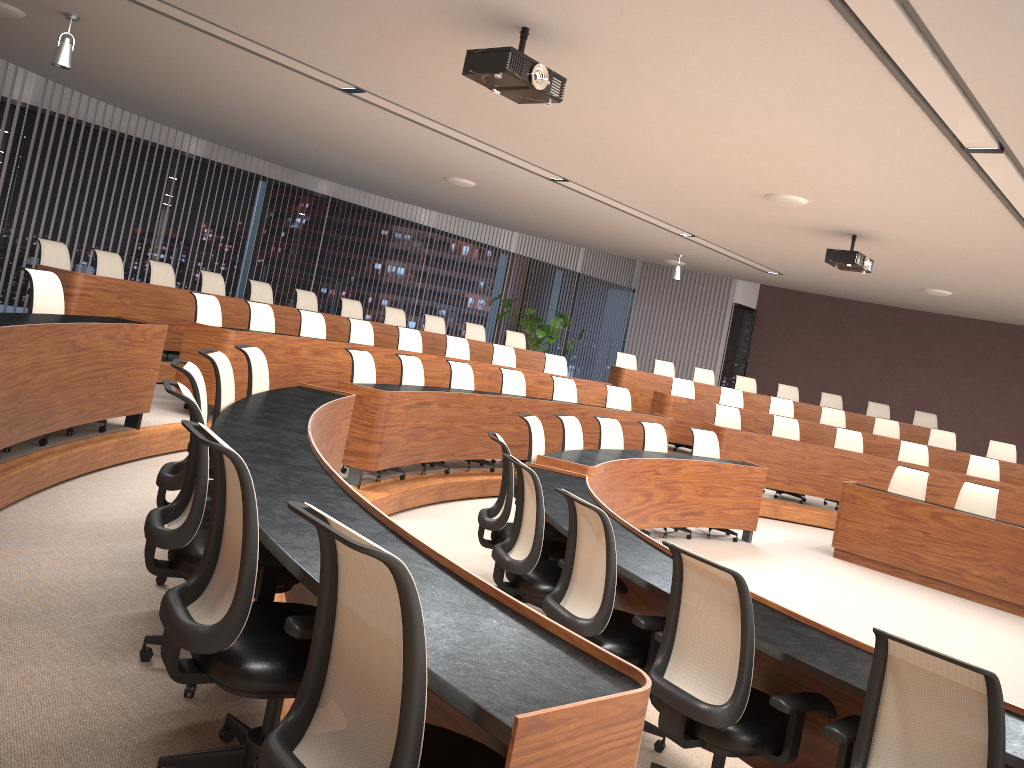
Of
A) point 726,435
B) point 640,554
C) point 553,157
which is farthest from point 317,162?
point 640,554

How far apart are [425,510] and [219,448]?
5.17m

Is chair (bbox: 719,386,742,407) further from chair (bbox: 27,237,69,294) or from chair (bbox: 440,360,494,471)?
chair (bbox: 27,237,69,294)

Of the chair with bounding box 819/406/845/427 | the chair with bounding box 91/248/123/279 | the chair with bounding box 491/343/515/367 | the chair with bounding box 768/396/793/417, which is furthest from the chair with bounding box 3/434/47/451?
the chair with bounding box 819/406/845/427

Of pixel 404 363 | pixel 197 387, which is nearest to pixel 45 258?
pixel 404 363

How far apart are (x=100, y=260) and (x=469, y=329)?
5.31m

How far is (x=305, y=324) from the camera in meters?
8.7

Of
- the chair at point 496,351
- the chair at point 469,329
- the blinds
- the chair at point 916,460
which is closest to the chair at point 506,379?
the chair at point 496,351

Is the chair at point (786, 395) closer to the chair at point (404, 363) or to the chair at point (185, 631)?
the chair at point (404, 363)

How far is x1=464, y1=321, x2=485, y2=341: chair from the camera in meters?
12.4 m
